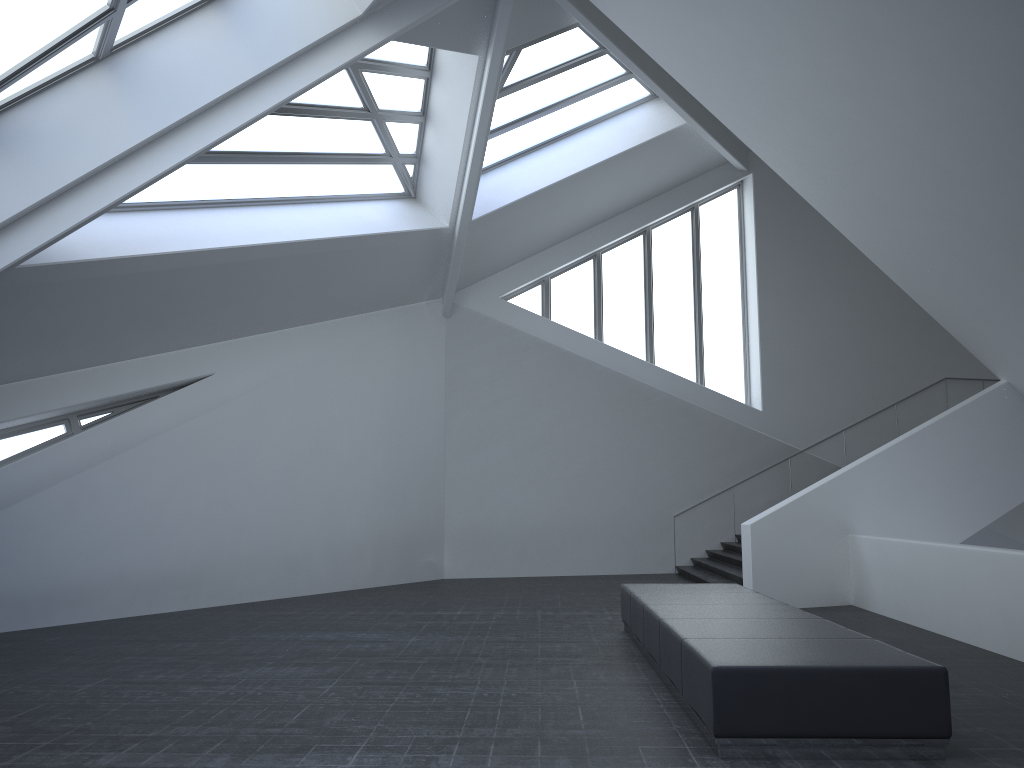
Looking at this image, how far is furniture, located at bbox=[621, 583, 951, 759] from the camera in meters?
5.6 m

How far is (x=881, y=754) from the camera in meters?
5.6 m

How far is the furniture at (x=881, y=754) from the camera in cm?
556
